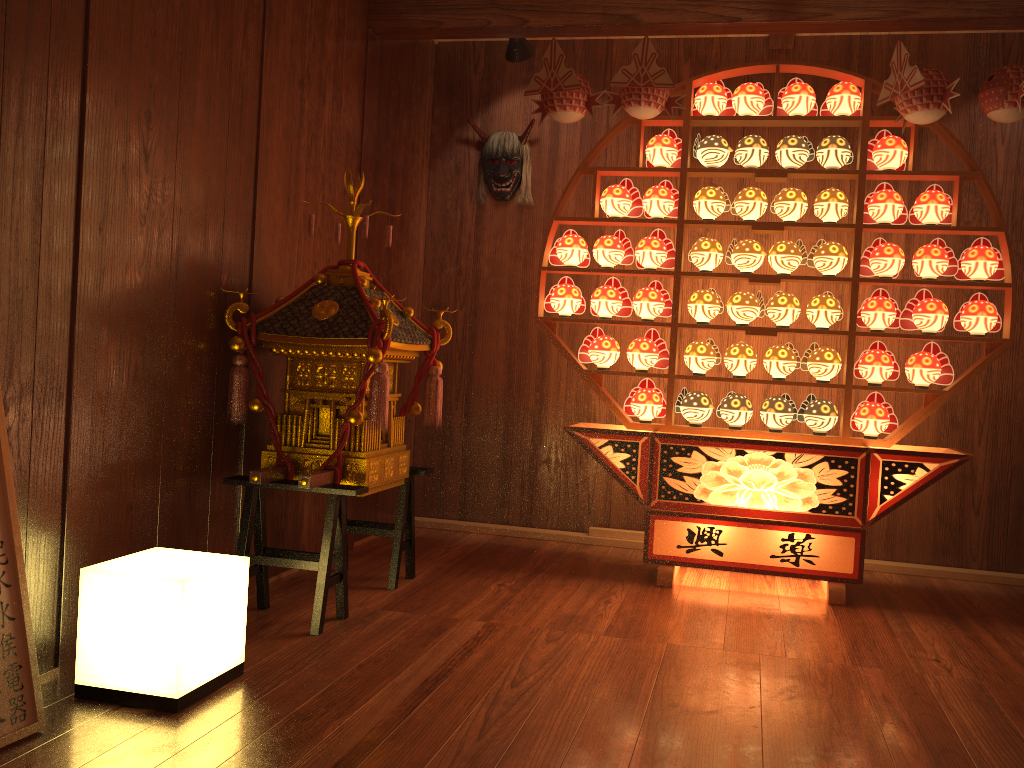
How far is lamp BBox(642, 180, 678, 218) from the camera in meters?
3.7

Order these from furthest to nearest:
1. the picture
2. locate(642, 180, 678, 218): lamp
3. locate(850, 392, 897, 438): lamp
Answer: locate(642, 180, 678, 218): lamp, locate(850, 392, 897, 438): lamp, the picture

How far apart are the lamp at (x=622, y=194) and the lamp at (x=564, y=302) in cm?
35

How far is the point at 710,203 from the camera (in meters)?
3.69

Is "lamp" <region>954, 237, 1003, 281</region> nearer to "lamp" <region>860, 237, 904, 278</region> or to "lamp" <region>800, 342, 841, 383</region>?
"lamp" <region>860, 237, 904, 278</region>

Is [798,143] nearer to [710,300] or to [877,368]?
[710,300]

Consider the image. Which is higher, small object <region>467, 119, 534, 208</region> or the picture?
small object <region>467, 119, 534, 208</region>

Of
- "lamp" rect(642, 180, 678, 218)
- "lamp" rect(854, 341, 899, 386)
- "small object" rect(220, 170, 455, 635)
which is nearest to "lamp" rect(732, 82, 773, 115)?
"lamp" rect(642, 180, 678, 218)

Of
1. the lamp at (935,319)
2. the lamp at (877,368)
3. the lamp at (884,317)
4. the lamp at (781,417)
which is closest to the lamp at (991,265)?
the lamp at (935,319)

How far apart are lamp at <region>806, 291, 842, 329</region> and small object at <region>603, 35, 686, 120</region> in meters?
1.0
